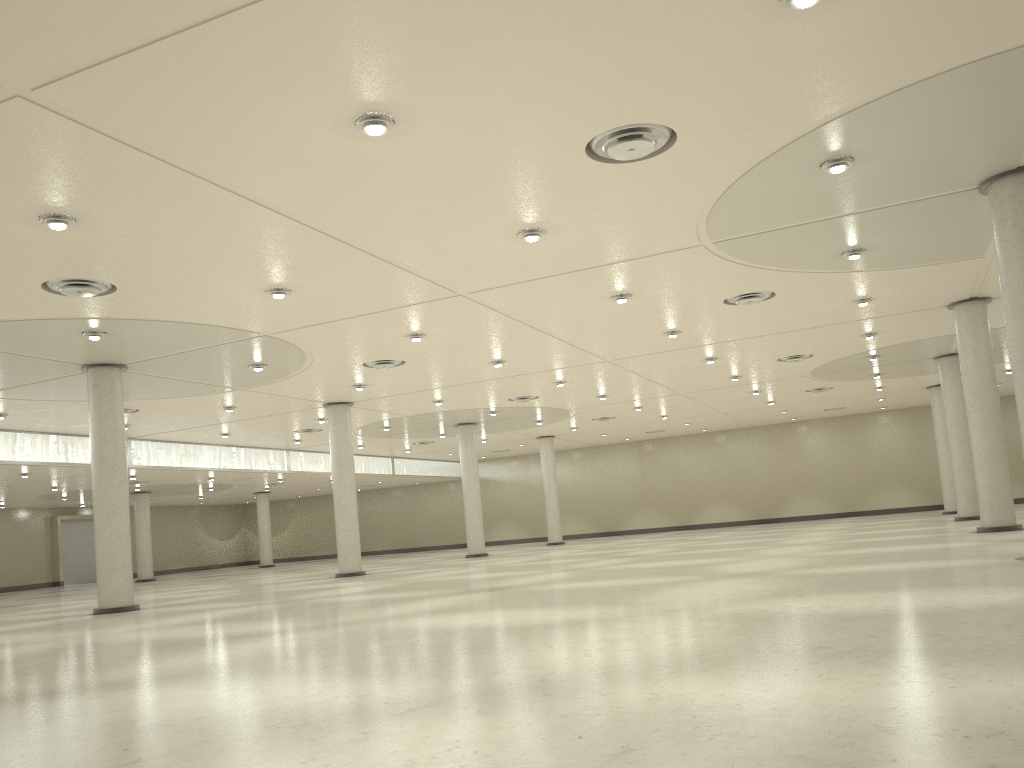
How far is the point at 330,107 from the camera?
21.4m

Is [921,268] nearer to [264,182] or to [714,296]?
[714,296]
